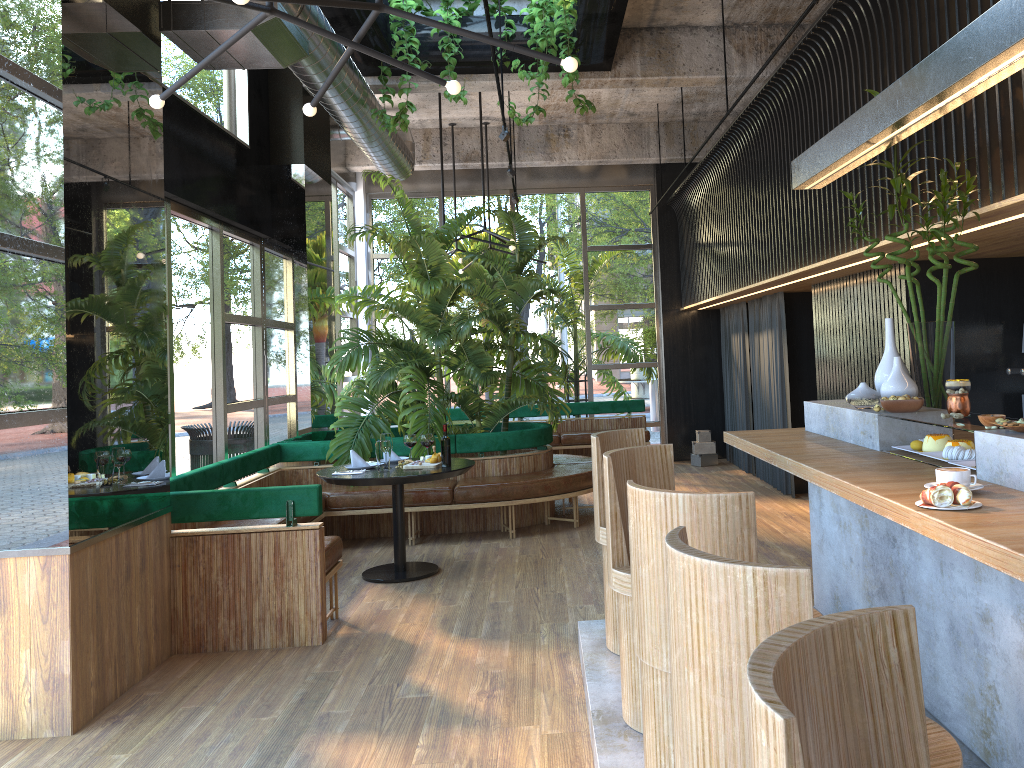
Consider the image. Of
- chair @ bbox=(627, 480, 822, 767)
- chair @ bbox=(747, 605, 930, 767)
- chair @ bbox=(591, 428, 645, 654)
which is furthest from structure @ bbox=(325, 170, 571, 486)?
chair @ bbox=(747, 605, 930, 767)

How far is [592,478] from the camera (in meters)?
7.87

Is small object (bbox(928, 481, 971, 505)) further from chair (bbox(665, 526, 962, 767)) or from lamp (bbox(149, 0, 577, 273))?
lamp (bbox(149, 0, 577, 273))

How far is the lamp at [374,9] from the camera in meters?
3.3 m

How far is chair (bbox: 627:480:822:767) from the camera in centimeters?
235cm

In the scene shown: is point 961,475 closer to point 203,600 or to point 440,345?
point 203,600

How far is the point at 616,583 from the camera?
3.25m

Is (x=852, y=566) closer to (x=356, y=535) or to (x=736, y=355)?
(x=356, y=535)

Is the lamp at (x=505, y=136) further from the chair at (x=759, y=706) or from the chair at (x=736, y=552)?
the chair at (x=759, y=706)

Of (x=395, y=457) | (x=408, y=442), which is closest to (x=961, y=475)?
(x=408, y=442)
